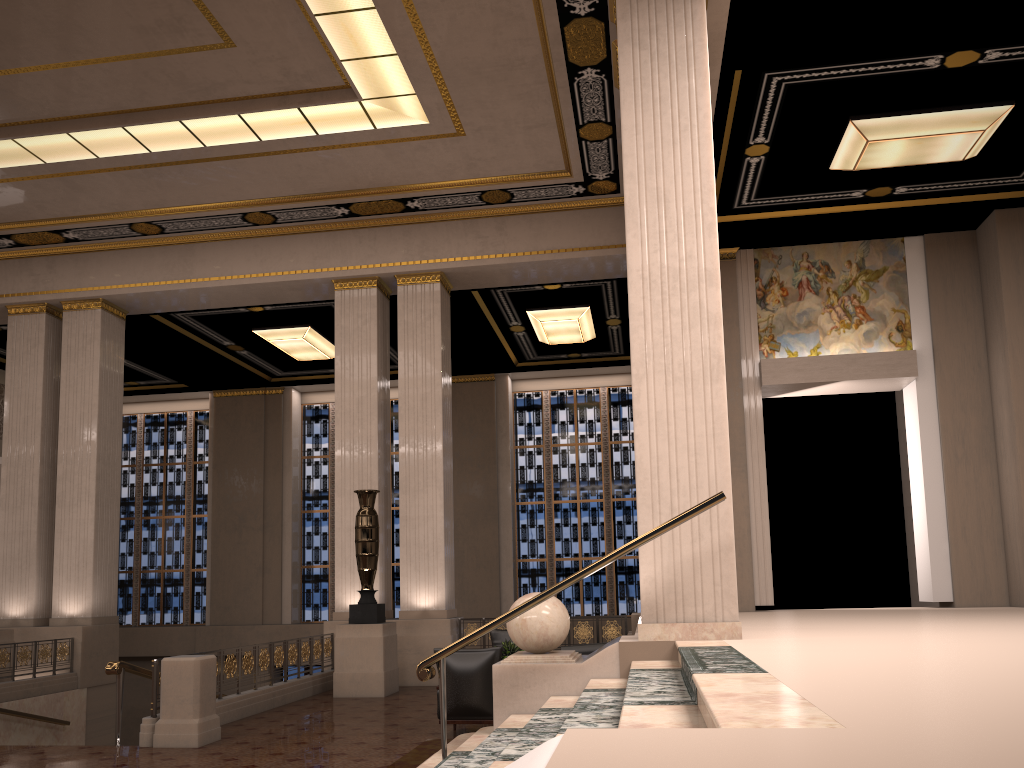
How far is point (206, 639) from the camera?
20.0m

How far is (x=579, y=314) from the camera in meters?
16.5

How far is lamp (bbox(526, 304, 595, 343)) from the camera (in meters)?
16.48

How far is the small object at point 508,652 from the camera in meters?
9.8 m

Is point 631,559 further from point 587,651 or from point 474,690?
point 474,690

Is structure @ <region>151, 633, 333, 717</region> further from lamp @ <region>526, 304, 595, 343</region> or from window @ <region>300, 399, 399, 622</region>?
window @ <region>300, 399, 399, 622</region>

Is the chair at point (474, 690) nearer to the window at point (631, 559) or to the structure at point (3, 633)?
the structure at point (3, 633)

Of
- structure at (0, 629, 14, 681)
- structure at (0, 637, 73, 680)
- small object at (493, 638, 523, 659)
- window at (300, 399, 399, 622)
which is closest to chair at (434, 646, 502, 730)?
small object at (493, 638, 523, 659)

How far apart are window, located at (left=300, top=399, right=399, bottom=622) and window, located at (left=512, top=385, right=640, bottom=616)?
2.9 meters

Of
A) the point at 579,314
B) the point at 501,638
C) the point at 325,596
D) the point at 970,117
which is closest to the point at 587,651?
the point at 501,638
